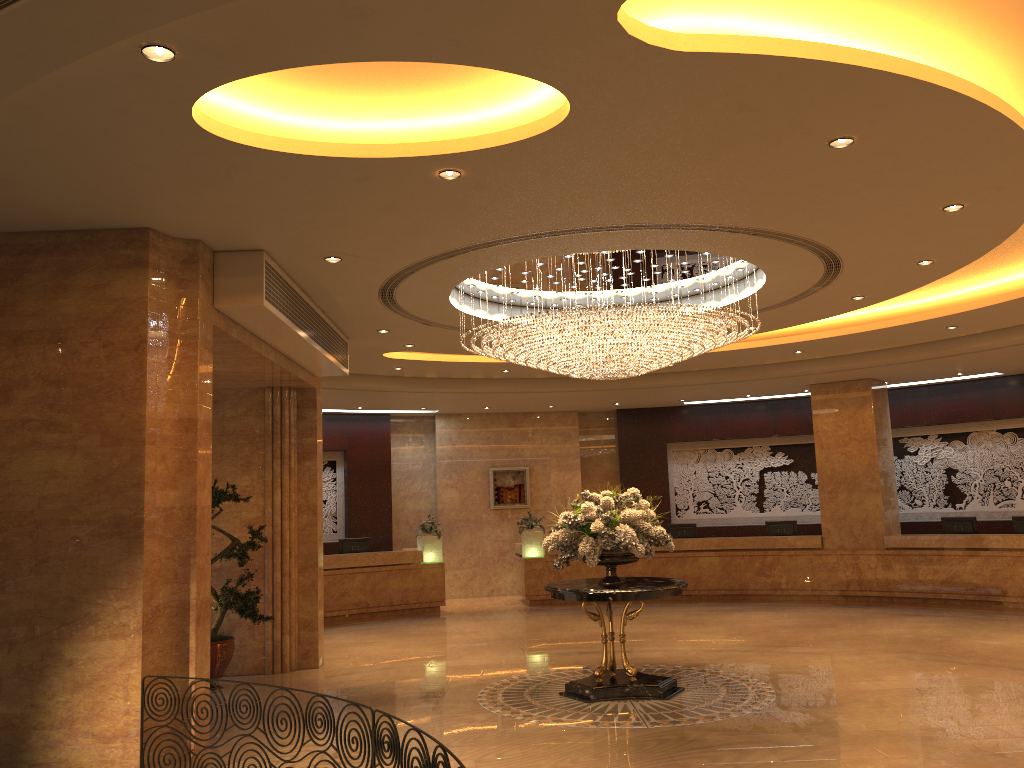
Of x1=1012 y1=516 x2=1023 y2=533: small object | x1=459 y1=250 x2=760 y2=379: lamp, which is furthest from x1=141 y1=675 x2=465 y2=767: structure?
x1=1012 y1=516 x2=1023 y2=533: small object

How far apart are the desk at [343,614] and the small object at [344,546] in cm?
53

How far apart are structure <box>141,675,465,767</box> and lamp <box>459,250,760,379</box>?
→ 4.4 meters

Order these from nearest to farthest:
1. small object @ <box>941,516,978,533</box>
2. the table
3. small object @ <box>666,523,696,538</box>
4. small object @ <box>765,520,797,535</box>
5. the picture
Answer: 1. the table
2. small object @ <box>941,516,978,533</box>
3. small object @ <box>765,520,797,535</box>
4. small object @ <box>666,523,696,538</box>
5. the picture

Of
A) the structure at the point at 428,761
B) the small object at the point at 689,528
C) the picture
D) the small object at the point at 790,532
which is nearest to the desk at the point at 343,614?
the picture

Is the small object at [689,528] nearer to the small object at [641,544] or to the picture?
the picture

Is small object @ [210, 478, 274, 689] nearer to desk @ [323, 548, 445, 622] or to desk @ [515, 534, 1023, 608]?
desk @ [323, 548, 445, 622]

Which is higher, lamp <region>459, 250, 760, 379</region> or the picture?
lamp <region>459, 250, 760, 379</region>

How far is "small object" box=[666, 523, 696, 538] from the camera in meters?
17.7 m

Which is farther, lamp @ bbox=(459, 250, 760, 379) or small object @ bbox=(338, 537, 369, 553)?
small object @ bbox=(338, 537, 369, 553)
